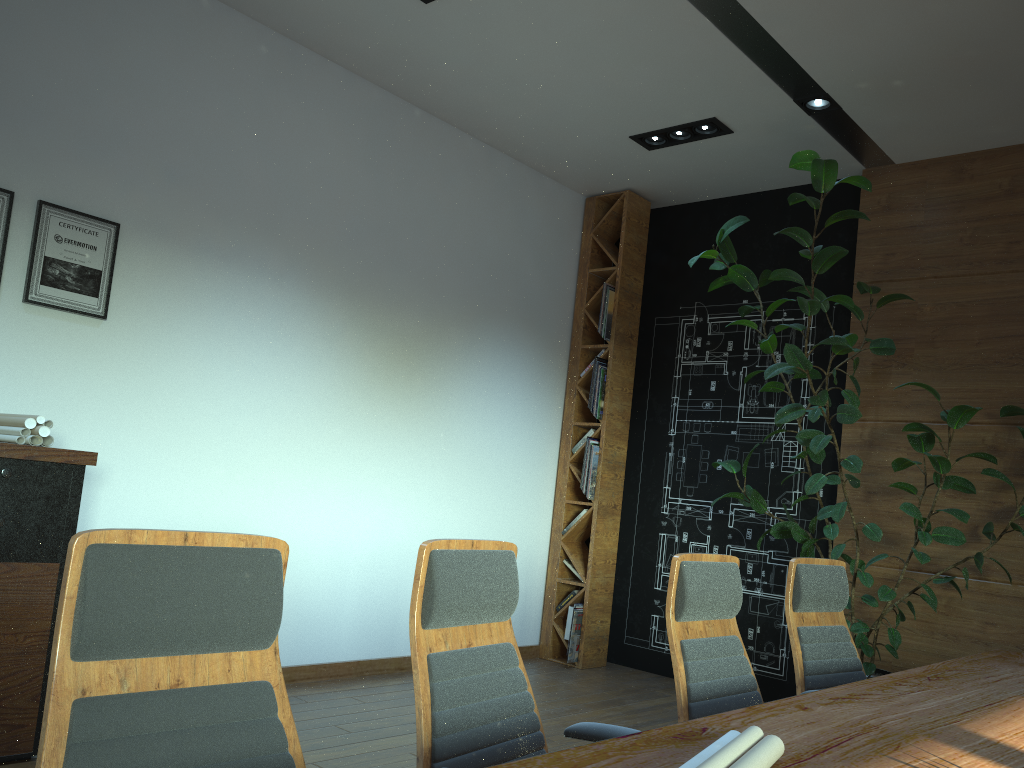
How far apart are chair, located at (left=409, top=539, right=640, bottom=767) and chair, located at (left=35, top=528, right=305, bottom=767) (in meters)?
0.37

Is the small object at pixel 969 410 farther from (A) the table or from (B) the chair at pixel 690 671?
(B) the chair at pixel 690 671

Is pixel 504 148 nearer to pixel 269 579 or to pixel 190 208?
pixel 190 208

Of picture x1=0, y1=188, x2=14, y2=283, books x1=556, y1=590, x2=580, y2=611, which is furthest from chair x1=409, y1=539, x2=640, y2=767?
books x1=556, y1=590, x2=580, y2=611

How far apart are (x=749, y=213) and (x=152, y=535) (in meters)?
6.06

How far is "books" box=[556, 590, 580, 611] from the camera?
6.7 meters

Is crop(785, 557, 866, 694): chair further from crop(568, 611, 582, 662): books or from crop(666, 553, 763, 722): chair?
crop(568, 611, 582, 662): books

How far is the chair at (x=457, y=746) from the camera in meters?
2.0 m

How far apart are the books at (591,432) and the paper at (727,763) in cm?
518

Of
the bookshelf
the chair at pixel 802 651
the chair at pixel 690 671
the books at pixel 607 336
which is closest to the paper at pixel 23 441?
the chair at pixel 690 671
